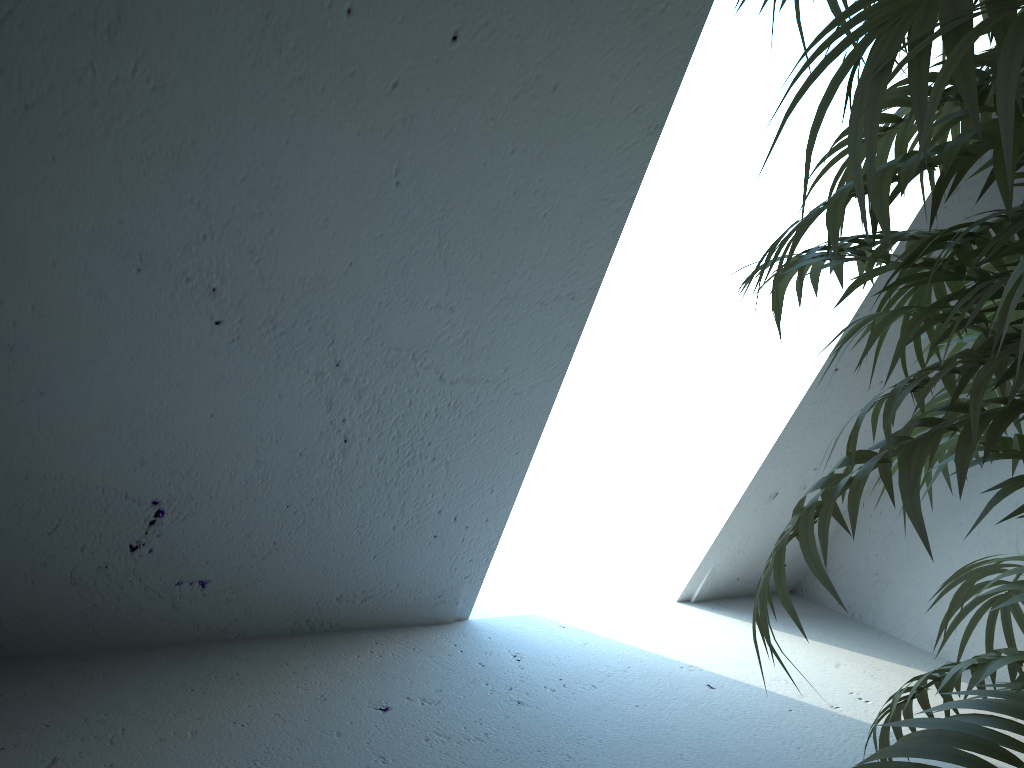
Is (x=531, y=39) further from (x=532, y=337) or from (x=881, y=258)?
(x=881, y=258)

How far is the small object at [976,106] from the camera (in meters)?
0.44

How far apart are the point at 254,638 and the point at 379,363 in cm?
91

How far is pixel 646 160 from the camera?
1.6m

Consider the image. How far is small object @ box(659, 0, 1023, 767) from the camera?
0.4 meters

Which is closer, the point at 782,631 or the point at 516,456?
the point at 516,456

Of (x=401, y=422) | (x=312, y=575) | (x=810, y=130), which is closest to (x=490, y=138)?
(x=401, y=422)
